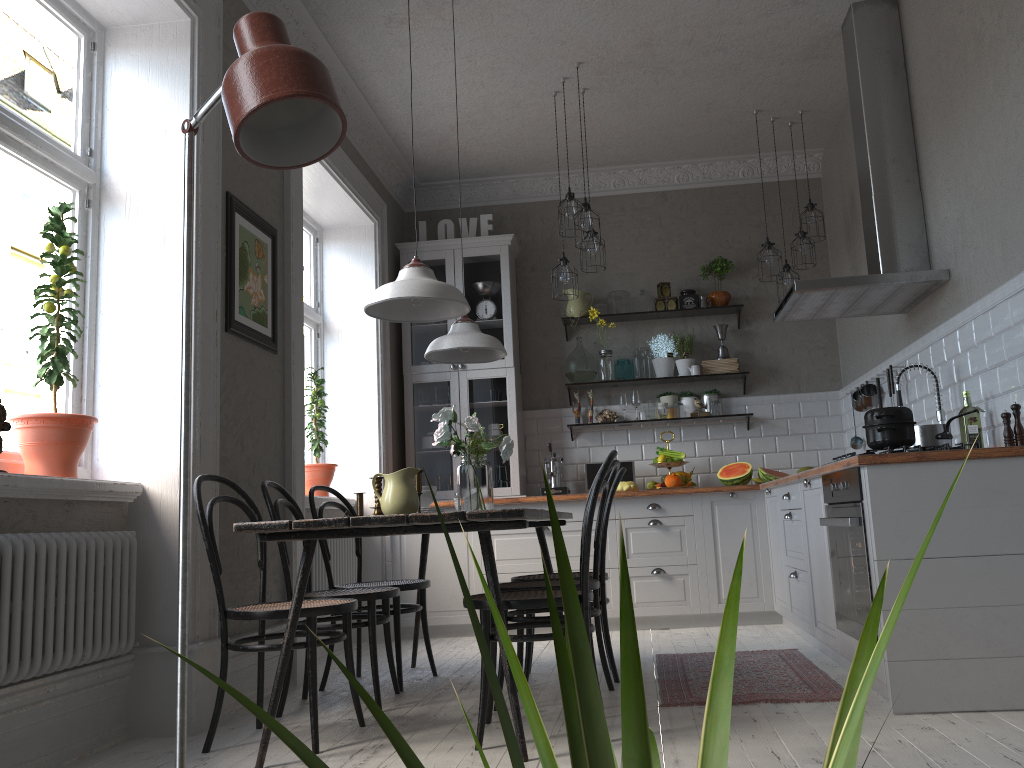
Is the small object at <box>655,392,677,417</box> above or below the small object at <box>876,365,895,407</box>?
above

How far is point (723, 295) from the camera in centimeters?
634cm

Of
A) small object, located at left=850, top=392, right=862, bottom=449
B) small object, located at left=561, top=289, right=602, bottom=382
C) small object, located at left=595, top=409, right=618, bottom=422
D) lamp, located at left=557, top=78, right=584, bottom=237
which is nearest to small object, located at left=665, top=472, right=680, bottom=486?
small object, located at left=595, top=409, right=618, bottom=422

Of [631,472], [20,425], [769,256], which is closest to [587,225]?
[769,256]

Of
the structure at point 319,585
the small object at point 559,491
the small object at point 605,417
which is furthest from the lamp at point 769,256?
the structure at point 319,585

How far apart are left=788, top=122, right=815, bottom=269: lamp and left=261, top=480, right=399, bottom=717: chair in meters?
3.6

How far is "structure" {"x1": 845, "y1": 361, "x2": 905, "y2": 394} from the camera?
4.8 meters

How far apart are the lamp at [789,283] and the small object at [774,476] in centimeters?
121cm

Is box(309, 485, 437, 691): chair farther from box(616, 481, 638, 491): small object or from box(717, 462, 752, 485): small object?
box(717, 462, 752, 485): small object

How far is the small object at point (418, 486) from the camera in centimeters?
324cm
